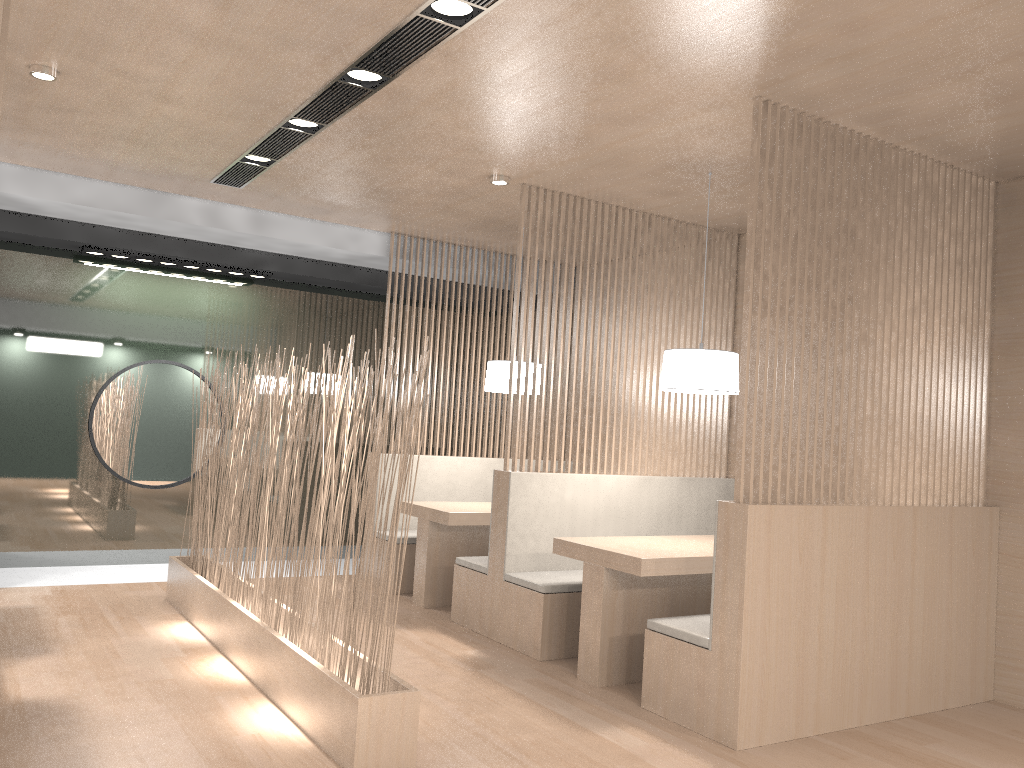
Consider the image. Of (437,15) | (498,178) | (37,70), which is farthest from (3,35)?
(498,178)

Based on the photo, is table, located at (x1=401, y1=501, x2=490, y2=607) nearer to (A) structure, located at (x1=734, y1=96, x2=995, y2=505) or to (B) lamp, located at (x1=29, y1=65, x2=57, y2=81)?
(A) structure, located at (x1=734, y1=96, x2=995, y2=505)

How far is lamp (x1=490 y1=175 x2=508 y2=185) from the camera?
3.06m

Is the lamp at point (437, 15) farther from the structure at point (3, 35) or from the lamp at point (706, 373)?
the lamp at point (706, 373)

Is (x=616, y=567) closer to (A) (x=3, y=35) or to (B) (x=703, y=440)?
(B) (x=703, y=440)

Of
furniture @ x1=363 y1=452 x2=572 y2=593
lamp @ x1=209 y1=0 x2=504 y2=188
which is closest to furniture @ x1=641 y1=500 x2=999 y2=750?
Result: lamp @ x1=209 y1=0 x2=504 y2=188

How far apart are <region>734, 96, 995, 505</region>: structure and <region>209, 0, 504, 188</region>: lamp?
0.8 meters

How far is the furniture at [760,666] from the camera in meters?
2.1

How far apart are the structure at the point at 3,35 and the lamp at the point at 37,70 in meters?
1.1 m

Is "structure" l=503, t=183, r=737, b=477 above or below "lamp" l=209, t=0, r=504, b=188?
below
